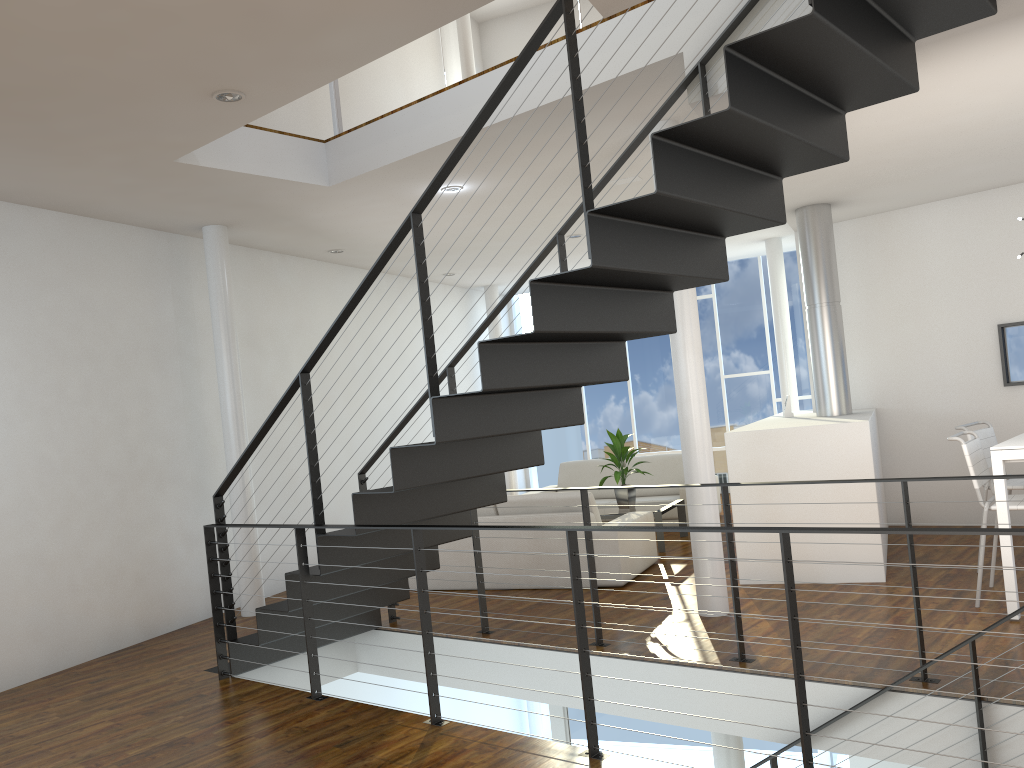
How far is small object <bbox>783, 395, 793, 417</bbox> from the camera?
6.2 meters

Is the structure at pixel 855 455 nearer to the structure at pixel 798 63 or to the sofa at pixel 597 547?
the sofa at pixel 597 547

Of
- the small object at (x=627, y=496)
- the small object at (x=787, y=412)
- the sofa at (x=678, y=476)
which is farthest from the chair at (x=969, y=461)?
the sofa at (x=678, y=476)

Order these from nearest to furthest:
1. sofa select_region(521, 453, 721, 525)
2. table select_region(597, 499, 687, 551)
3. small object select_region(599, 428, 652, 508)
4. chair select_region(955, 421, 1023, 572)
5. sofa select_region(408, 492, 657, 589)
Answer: chair select_region(955, 421, 1023, 572) → sofa select_region(408, 492, 657, 589) → table select_region(597, 499, 687, 551) → small object select_region(599, 428, 652, 508) → sofa select_region(521, 453, 721, 525)

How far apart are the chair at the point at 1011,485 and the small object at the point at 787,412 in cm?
150

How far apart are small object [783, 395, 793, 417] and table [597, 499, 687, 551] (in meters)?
1.03

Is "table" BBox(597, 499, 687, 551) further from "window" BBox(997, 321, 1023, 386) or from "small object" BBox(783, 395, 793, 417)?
"window" BBox(997, 321, 1023, 386)

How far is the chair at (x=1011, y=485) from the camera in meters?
4.5 m

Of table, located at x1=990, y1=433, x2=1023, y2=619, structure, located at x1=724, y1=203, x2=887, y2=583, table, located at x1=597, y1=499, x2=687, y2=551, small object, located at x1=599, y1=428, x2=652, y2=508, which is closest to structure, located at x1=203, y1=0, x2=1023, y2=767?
table, located at x1=990, y1=433, x2=1023, y2=619

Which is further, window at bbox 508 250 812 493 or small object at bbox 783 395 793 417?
window at bbox 508 250 812 493
